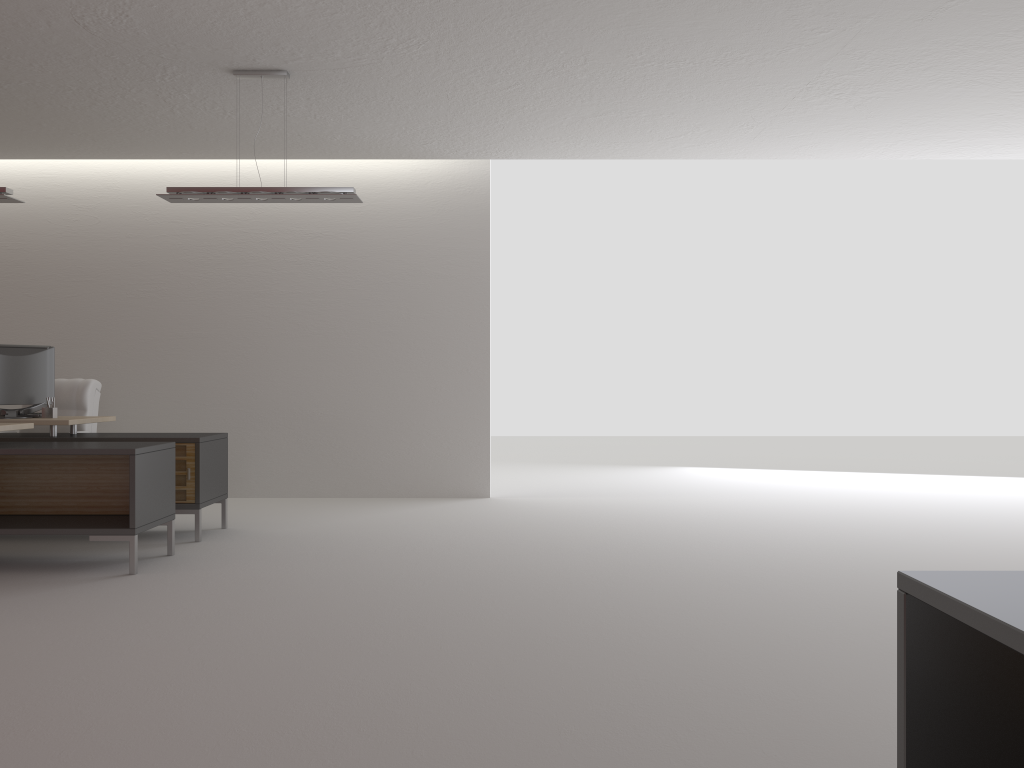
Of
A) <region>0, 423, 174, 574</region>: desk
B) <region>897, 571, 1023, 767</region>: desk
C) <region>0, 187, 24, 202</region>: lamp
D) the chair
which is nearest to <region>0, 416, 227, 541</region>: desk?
<region>0, 423, 174, 574</region>: desk

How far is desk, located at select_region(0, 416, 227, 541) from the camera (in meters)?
8.82

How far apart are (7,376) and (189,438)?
2.2m

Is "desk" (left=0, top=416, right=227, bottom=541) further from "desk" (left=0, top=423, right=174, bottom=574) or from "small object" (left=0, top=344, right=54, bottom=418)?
"desk" (left=0, top=423, right=174, bottom=574)

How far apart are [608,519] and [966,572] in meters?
7.9 m

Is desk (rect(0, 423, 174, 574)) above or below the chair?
below

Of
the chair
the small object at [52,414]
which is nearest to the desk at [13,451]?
the small object at [52,414]

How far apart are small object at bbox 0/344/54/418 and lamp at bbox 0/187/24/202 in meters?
1.7 m

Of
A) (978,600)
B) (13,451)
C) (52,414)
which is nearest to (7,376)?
(52,414)

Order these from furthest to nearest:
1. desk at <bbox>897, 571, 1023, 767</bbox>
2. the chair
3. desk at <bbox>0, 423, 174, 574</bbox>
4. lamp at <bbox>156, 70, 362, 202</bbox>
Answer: the chair, lamp at <bbox>156, 70, 362, 202</bbox>, desk at <bbox>0, 423, 174, 574</bbox>, desk at <bbox>897, 571, 1023, 767</bbox>
